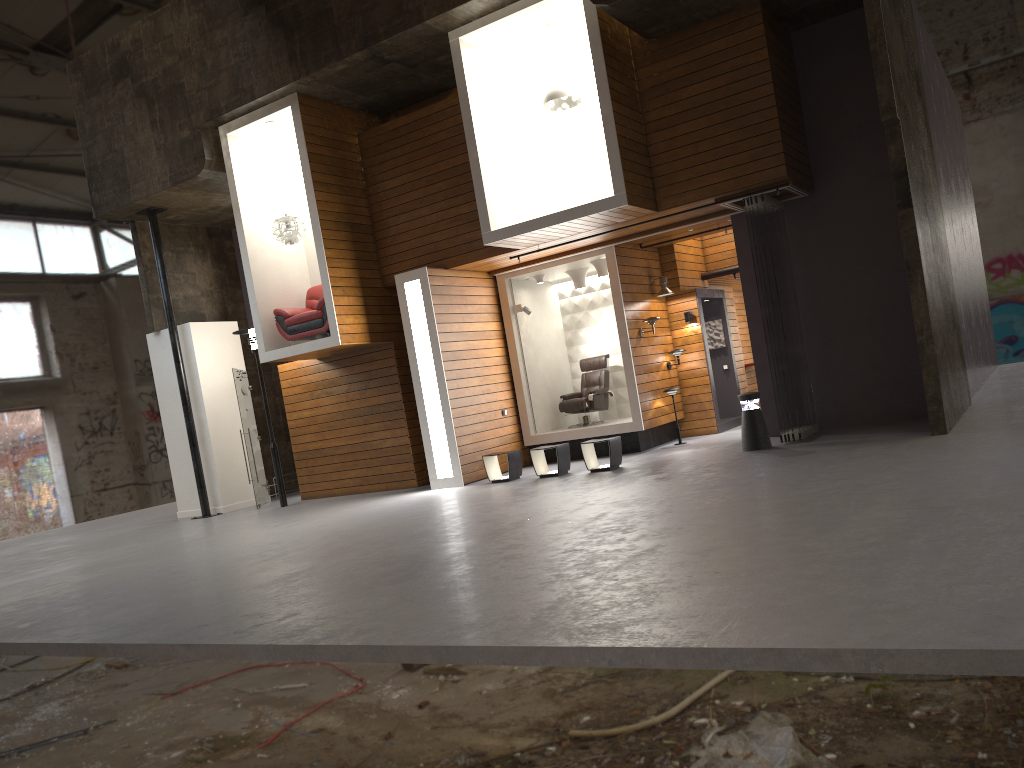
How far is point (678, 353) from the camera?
13.74m

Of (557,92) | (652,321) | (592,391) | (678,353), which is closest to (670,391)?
A: (678,353)

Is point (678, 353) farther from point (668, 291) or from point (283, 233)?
point (283, 233)

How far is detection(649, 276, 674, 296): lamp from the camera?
13.6 meters

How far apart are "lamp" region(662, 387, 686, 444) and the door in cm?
671

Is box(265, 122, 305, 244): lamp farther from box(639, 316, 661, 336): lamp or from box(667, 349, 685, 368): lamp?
box(667, 349, 685, 368): lamp

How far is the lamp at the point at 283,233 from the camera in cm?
1282

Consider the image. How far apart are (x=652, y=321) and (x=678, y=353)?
1.0m

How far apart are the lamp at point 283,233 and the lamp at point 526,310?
3.5 meters

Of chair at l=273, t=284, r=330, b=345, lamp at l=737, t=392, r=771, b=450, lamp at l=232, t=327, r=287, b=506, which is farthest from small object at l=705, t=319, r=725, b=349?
lamp at l=232, t=327, r=287, b=506
